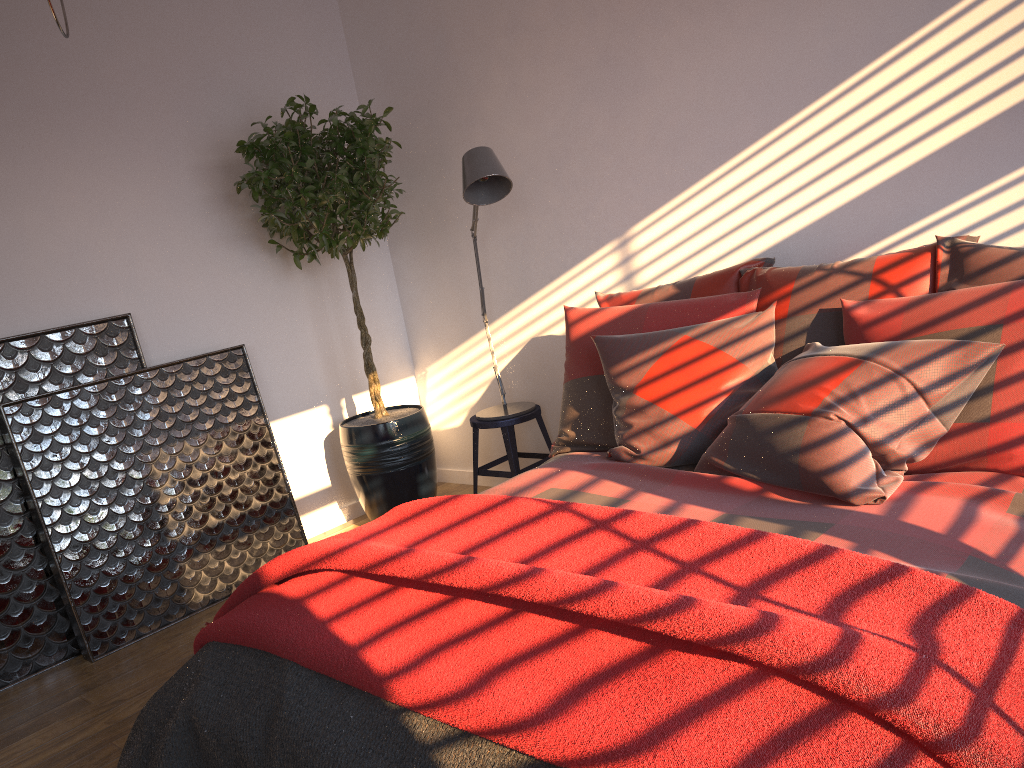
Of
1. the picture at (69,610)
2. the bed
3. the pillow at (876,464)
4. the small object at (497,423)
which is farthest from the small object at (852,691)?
the small object at (497,423)

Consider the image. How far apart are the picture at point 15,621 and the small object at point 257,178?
0.70m

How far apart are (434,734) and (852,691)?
0.7m

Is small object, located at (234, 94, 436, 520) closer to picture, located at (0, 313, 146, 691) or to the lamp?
the lamp

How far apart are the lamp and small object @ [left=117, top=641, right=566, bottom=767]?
1.9 meters

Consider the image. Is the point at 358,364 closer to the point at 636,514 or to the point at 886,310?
the point at 886,310

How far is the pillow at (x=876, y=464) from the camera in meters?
2.2 m

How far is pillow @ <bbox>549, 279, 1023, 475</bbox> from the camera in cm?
218

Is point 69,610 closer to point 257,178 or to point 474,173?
point 257,178

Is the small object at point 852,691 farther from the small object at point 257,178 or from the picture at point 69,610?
the small object at point 257,178
